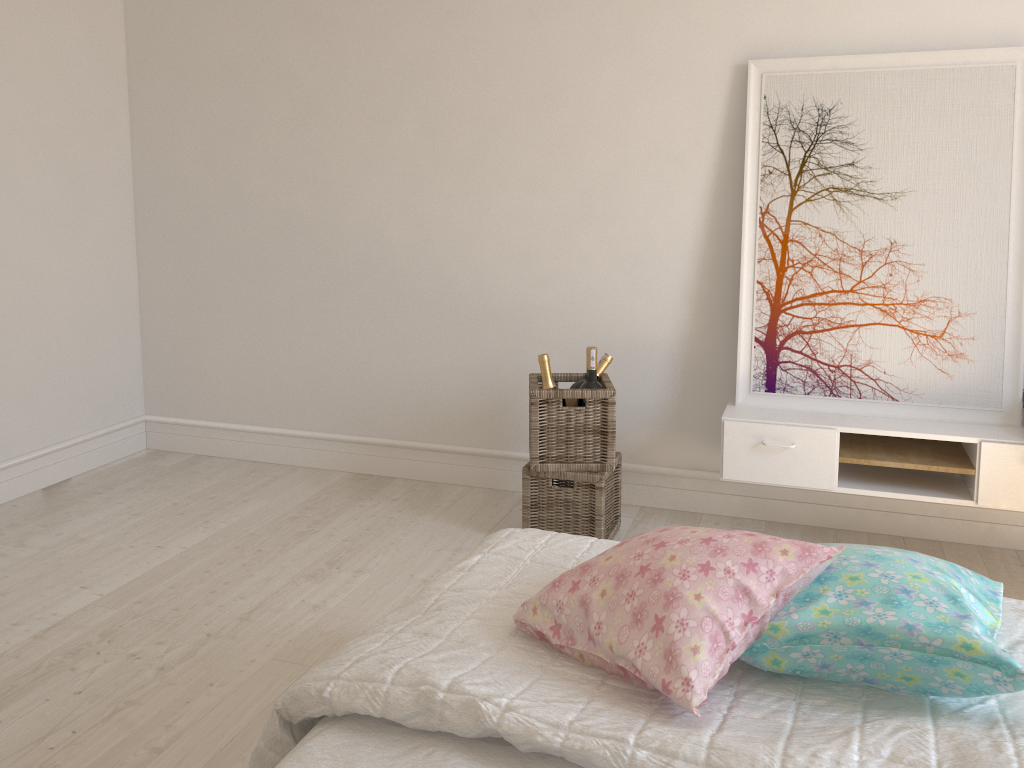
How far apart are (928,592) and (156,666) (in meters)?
1.86

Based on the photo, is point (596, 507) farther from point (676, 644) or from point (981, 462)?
point (676, 644)

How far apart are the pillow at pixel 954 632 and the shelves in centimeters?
138cm

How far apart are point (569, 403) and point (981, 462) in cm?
127

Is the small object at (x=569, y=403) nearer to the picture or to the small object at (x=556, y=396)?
the small object at (x=556, y=396)

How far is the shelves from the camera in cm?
262

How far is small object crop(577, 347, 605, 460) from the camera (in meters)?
2.87

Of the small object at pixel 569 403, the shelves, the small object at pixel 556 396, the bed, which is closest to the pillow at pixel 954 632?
the bed

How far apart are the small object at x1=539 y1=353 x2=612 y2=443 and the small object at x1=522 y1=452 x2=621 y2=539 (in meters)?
0.25

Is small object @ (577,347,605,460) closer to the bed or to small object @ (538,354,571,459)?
small object @ (538,354,571,459)
